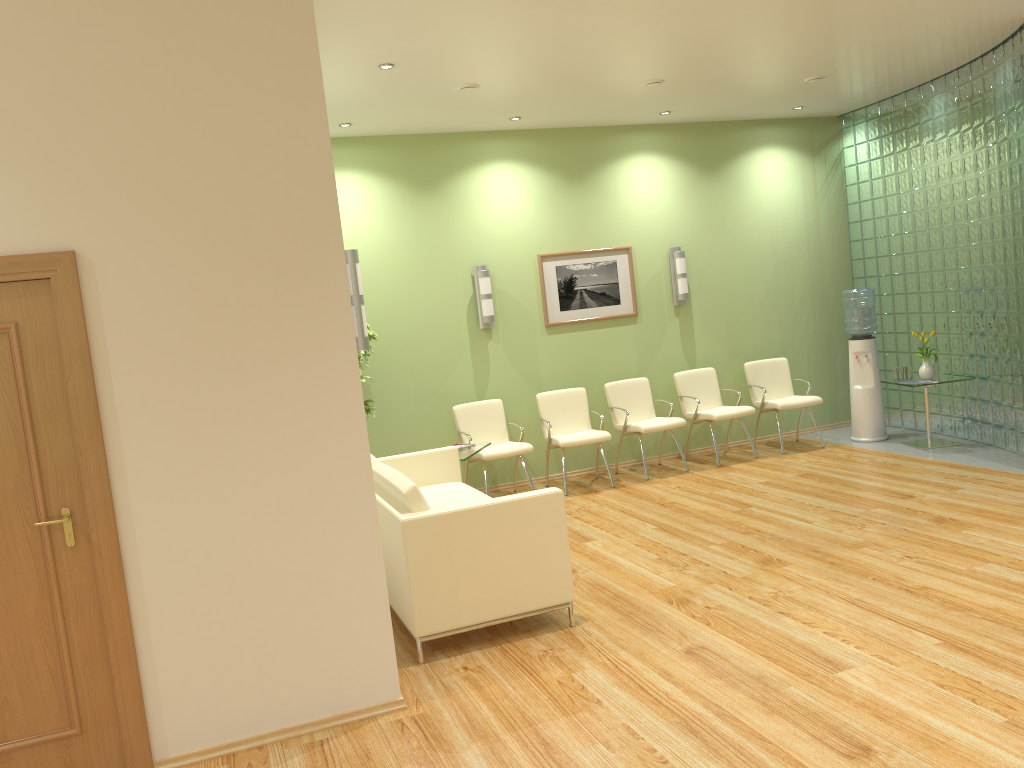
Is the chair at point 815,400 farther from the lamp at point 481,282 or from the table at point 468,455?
the table at point 468,455

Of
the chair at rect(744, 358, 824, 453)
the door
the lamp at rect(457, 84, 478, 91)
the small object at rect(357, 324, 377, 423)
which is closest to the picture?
the chair at rect(744, 358, 824, 453)

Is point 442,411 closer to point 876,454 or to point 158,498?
point 876,454

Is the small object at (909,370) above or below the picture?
below

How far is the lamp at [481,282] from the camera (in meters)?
8.13

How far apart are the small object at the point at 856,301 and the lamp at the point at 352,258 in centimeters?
599cm

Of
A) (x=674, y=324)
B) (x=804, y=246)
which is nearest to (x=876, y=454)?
(x=674, y=324)

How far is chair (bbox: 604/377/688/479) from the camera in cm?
818

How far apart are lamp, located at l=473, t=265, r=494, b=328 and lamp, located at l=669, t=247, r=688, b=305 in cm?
198

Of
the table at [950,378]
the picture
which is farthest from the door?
the table at [950,378]
